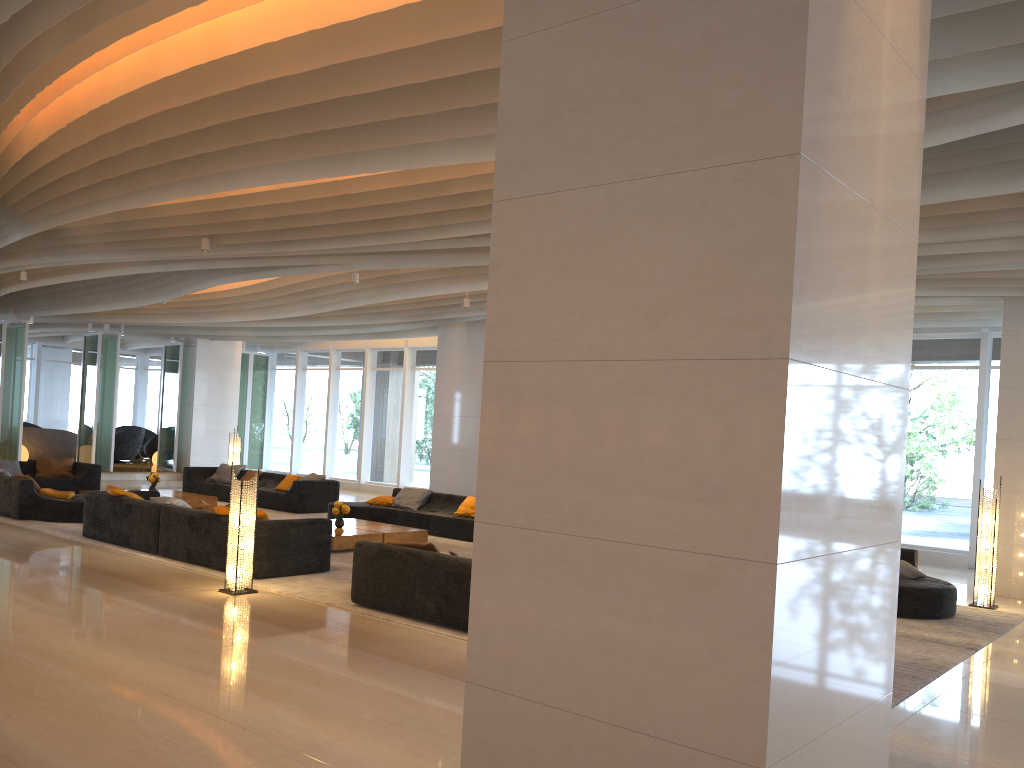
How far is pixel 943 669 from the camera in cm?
669

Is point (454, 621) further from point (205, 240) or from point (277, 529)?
point (205, 240)

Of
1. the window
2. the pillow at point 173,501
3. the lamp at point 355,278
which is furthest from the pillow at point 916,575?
the pillow at point 173,501

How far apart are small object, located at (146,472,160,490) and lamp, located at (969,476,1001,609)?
12.8m

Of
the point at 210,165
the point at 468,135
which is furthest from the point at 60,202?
the point at 468,135

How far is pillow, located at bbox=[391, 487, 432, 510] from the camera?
14.1 meters

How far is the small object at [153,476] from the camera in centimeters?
1523cm

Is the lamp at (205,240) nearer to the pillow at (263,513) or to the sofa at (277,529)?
the sofa at (277,529)

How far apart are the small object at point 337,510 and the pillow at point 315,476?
4.4 meters

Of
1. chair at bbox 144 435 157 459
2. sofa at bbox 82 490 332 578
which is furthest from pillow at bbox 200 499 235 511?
chair at bbox 144 435 157 459
